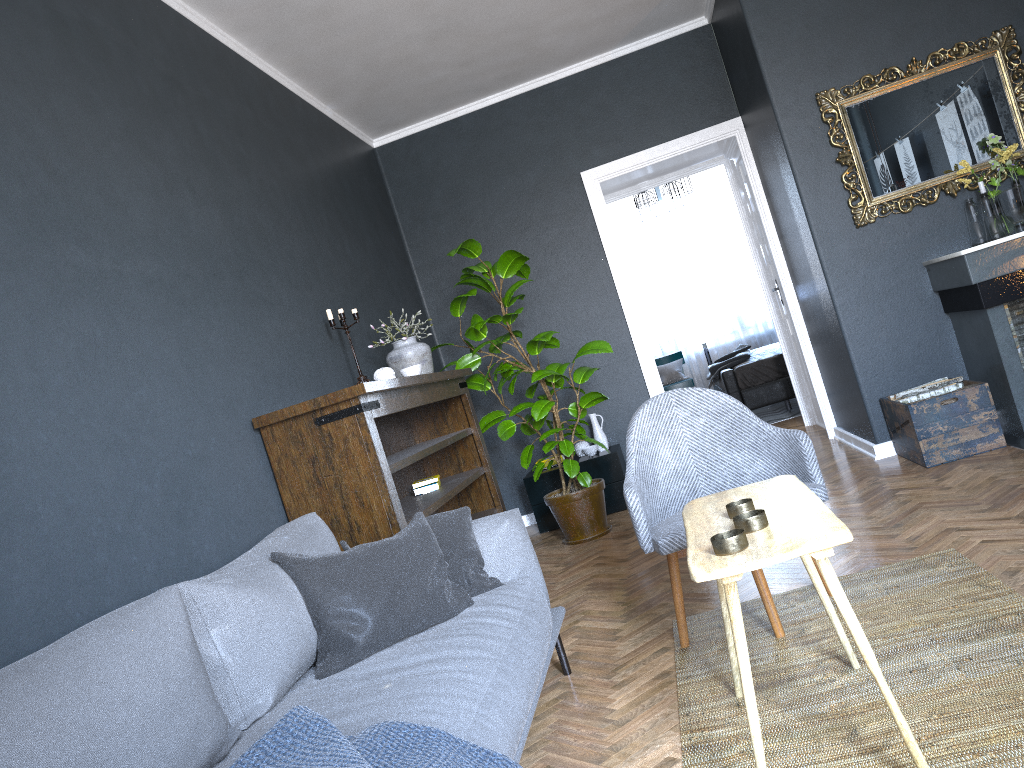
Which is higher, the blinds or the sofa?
the blinds

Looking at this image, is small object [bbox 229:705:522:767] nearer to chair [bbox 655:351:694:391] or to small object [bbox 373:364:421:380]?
small object [bbox 373:364:421:380]

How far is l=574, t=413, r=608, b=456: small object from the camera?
5.9 meters

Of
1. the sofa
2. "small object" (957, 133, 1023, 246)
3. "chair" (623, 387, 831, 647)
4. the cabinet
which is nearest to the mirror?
"small object" (957, 133, 1023, 246)

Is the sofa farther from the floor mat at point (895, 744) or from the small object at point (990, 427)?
the small object at point (990, 427)

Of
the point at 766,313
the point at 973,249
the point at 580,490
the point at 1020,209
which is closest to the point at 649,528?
the point at 580,490

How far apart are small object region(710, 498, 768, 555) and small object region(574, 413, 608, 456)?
3.8m

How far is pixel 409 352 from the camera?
4.6 meters

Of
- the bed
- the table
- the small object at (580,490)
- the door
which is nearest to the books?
the small object at (580,490)

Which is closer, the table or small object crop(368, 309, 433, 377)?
the table
